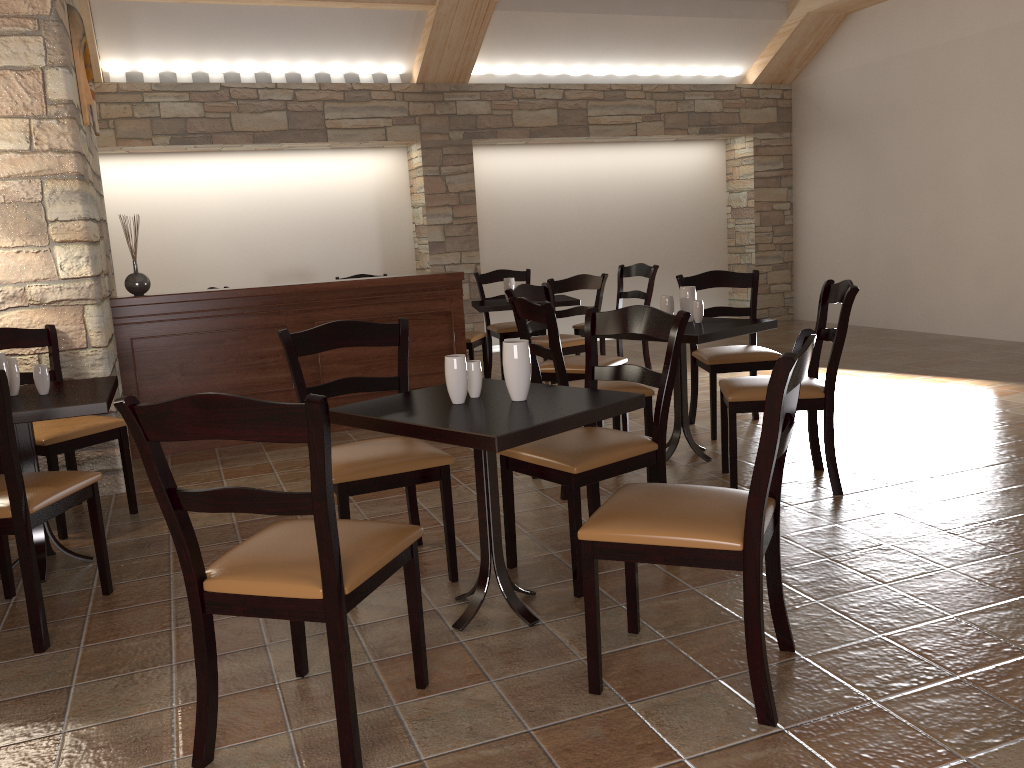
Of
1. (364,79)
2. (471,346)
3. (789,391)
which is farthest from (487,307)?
(789,391)

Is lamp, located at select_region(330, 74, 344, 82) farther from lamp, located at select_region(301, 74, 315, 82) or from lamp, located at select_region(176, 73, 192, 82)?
lamp, located at select_region(176, 73, 192, 82)

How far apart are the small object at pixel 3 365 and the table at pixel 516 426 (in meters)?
1.38

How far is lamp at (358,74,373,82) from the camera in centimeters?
798cm

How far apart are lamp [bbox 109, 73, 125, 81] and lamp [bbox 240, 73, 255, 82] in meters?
1.0

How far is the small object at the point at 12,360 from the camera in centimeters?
321cm

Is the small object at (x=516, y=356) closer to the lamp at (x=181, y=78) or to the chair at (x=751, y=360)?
the chair at (x=751, y=360)

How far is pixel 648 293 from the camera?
6.5m

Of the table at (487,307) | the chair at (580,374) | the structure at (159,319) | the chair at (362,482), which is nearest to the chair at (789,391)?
the chair at (362,482)

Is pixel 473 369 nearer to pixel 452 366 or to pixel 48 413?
pixel 452 366
